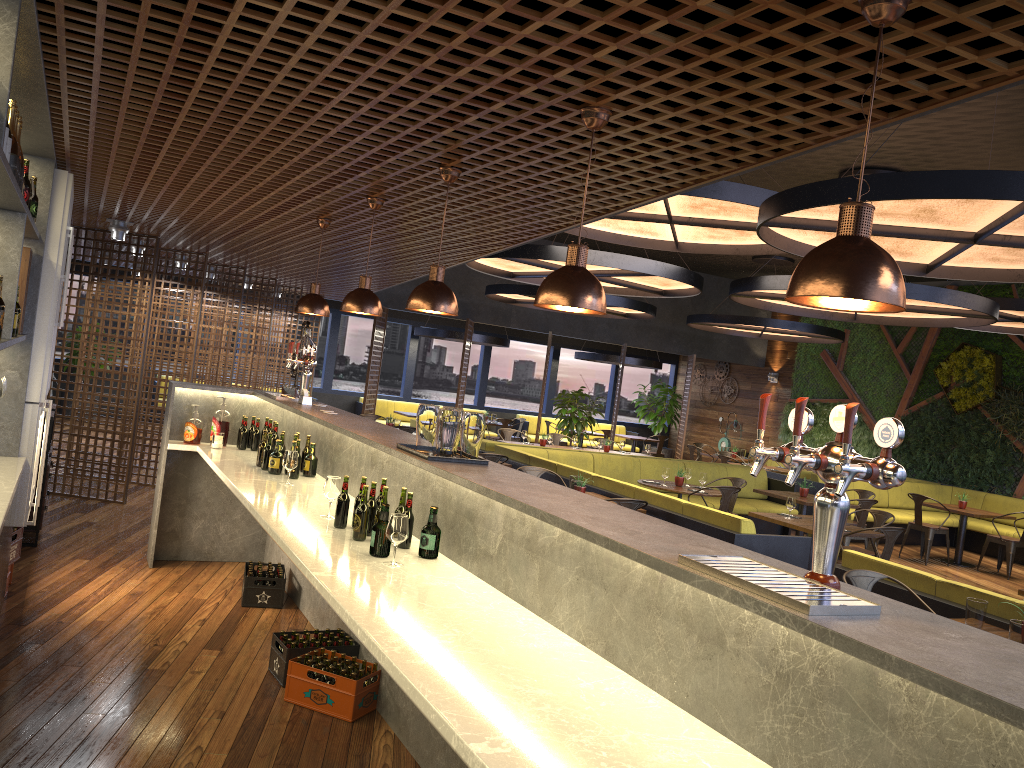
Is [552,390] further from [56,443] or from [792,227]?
[792,227]

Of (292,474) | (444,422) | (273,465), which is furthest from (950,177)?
(273,465)

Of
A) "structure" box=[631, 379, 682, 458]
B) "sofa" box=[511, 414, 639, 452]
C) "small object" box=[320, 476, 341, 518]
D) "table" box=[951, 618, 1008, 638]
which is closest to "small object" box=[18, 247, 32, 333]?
"small object" box=[320, 476, 341, 518]

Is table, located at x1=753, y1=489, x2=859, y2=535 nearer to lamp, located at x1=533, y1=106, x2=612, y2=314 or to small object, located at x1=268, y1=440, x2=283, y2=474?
small object, located at x1=268, y1=440, x2=283, y2=474

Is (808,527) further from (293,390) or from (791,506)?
(293,390)

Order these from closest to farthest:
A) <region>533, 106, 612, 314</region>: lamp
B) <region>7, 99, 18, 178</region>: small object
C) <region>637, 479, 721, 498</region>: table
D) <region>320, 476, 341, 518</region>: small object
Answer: <region>533, 106, 612, 314</region>: lamp → <region>7, 99, 18, 178</region>: small object → <region>320, 476, 341, 518</region>: small object → <region>637, 479, 721, 498</region>: table

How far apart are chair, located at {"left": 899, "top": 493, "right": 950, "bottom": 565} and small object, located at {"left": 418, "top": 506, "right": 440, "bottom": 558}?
9.92m

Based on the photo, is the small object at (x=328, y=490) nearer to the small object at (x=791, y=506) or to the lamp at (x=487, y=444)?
the small object at (x=791, y=506)

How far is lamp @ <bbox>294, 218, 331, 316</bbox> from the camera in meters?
6.2 m

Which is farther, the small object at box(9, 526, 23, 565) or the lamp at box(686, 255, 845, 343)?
the lamp at box(686, 255, 845, 343)
